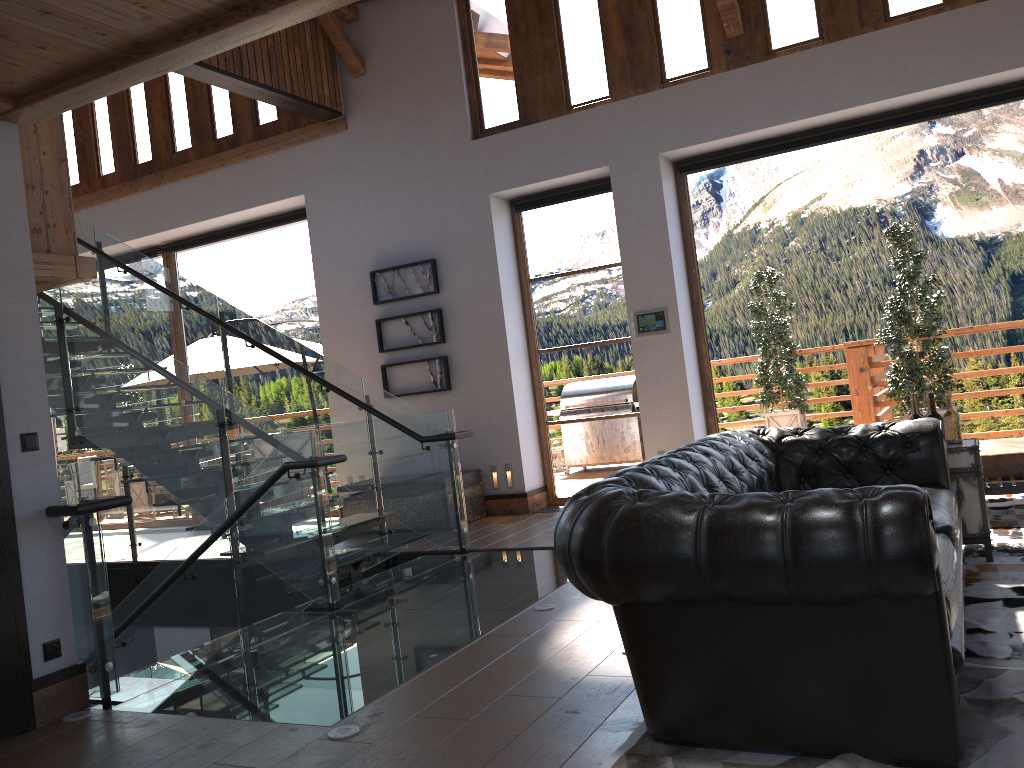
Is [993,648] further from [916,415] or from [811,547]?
[916,415]

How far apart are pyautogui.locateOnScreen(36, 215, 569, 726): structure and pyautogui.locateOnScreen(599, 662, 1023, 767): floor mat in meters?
1.2 m

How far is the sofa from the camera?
2.3m

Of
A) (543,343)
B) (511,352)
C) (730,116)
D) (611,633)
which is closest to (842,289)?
(730,116)

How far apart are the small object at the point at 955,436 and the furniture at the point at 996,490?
0.94m

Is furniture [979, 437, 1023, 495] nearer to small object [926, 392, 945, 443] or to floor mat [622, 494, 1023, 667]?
floor mat [622, 494, 1023, 667]

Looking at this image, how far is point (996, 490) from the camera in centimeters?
537cm

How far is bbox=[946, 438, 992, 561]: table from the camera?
4.5 meters

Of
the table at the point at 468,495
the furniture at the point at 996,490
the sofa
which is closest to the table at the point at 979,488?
the sofa

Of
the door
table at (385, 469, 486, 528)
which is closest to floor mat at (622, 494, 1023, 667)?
the door
